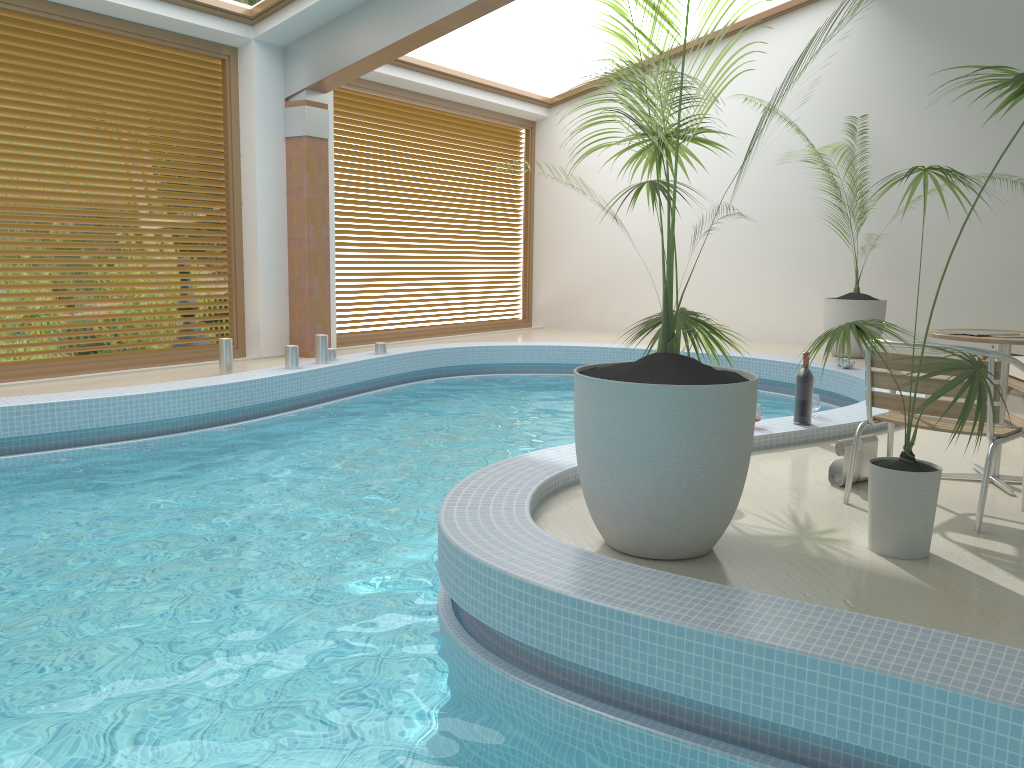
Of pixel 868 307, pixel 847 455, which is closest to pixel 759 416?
pixel 847 455

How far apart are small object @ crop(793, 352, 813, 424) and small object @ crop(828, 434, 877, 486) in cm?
98

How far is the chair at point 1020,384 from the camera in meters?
5.6

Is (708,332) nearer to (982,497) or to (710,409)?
(710,409)

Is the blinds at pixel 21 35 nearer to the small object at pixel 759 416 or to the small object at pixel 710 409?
the small object at pixel 710 409

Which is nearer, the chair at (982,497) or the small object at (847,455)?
the chair at (982,497)

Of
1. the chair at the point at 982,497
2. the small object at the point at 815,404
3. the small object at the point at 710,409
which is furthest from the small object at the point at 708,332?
the small object at the point at 815,404

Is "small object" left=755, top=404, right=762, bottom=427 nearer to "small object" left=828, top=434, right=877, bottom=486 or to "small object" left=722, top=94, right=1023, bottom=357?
"small object" left=828, top=434, right=877, bottom=486

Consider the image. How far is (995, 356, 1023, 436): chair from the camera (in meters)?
5.57

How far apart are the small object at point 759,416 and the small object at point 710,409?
1.9 meters
